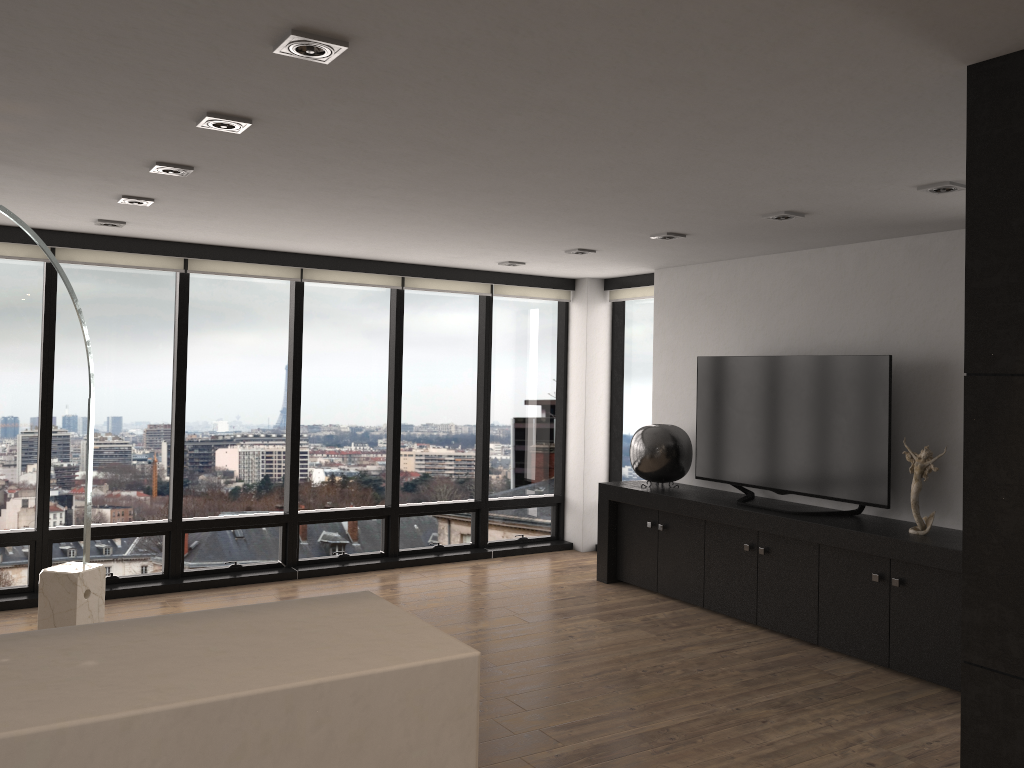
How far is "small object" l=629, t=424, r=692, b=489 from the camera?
6.4 meters

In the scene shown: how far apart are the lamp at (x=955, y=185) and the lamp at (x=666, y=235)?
Answer: 1.7 meters

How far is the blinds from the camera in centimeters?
585cm

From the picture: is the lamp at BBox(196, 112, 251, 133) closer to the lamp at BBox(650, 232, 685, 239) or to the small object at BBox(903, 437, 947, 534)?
the lamp at BBox(650, 232, 685, 239)

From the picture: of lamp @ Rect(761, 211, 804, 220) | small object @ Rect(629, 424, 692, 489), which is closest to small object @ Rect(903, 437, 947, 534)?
lamp @ Rect(761, 211, 804, 220)

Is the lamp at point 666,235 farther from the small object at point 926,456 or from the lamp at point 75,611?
the lamp at point 75,611

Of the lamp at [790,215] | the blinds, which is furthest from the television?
the blinds

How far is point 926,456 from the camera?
4.8 meters

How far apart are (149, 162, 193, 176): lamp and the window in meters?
2.5

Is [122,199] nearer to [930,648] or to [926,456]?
[926,456]
